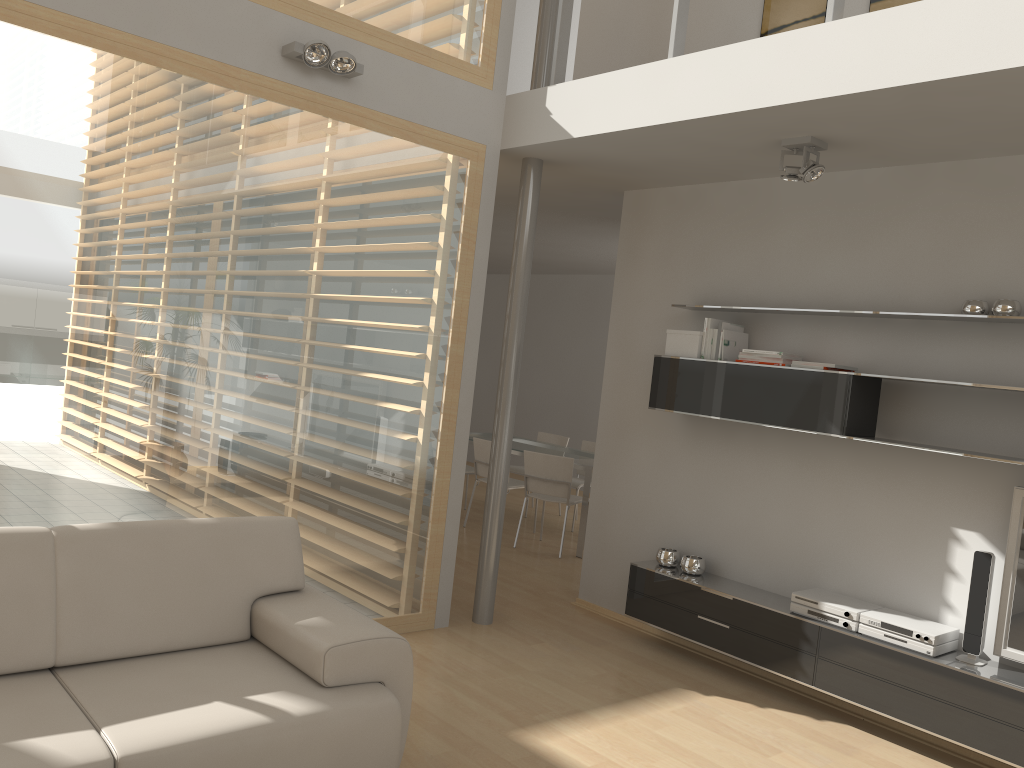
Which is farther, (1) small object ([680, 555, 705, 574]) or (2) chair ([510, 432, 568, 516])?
(2) chair ([510, 432, 568, 516])

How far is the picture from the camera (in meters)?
4.73

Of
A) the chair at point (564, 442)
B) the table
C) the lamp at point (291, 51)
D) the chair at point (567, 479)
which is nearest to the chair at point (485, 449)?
the table

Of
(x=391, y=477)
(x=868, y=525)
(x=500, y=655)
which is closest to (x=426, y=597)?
(x=500, y=655)

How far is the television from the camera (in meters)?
3.76

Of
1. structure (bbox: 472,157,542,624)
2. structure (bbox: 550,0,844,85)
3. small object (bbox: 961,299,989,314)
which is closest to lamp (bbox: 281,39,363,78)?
structure (bbox: 550,0,844,85)

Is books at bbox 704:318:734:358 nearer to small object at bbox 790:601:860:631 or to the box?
the box

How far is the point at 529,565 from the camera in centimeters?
674cm

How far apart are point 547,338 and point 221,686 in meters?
9.1

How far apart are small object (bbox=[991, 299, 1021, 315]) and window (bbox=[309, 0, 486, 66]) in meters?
2.8 m
